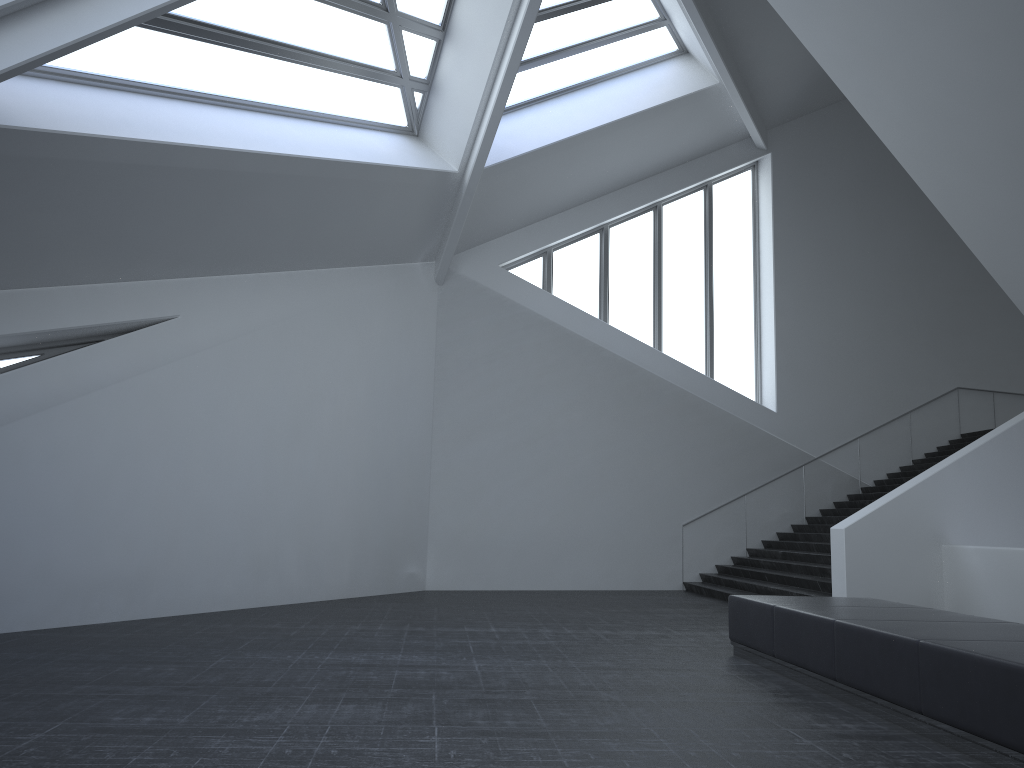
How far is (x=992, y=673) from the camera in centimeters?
470cm

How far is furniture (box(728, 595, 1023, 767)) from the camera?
4.70m

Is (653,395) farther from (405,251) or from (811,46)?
(811,46)

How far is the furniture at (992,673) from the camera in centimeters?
470cm
